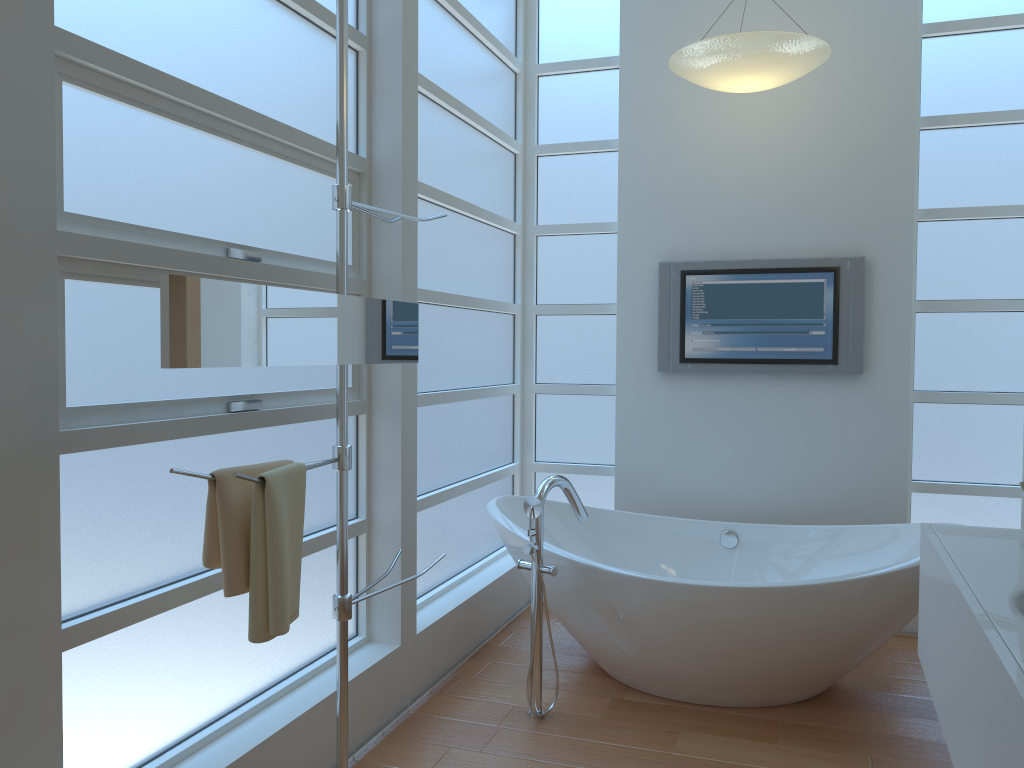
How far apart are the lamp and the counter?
1.83m

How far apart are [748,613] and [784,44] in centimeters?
204cm

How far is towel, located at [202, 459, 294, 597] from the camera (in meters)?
1.83

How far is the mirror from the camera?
Answer: 1.62m

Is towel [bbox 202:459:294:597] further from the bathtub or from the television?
the television

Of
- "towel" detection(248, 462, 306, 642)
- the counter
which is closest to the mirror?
"towel" detection(248, 462, 306, 642)

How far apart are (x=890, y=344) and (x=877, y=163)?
0.8 meters

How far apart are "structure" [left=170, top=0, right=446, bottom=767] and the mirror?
0.0 meters

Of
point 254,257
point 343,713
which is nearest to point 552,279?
point 254,257

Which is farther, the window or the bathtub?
the bathtub
